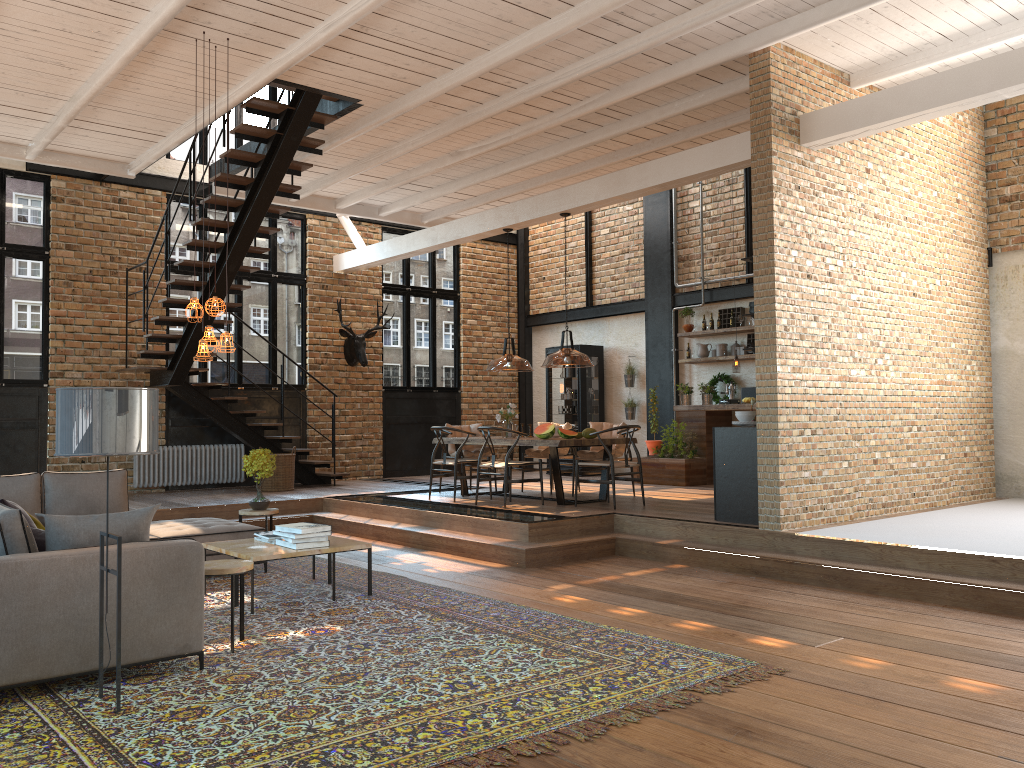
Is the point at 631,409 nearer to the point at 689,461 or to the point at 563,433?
Result: the point at 689,461

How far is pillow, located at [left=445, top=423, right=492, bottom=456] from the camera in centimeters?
1112cm

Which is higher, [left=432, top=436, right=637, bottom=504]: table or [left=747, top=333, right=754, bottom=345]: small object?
[left=747, top=333, right=754, bottom=345]: small object

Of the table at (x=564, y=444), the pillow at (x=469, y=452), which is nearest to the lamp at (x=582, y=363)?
the table at (x=564, y=444)

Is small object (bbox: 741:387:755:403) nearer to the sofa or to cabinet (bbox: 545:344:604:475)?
cabinet (bbox: 545:344:604:475)

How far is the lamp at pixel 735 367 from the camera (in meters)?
11.42

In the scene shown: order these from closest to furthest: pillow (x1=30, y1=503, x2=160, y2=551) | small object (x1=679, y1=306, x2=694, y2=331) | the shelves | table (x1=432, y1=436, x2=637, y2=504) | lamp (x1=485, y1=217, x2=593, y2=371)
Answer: pillow (x1=30, y1=503, x2=160, y2=551), lamp (x1=485, y1=217, x2=593, y2=371), table (x1=432, y1=436, x2=637, y2=504), the shelves, small object (x1=679, y1=306, x2=694, y2=331)

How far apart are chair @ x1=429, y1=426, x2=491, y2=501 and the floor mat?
2.5 meters

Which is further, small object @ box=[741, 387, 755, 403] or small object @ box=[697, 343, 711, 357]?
small object @ box=[697, 343, 711, 357]

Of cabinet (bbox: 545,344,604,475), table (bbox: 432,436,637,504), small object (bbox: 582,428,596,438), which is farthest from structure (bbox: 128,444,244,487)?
small object (bbox: 582,428,596,438)
